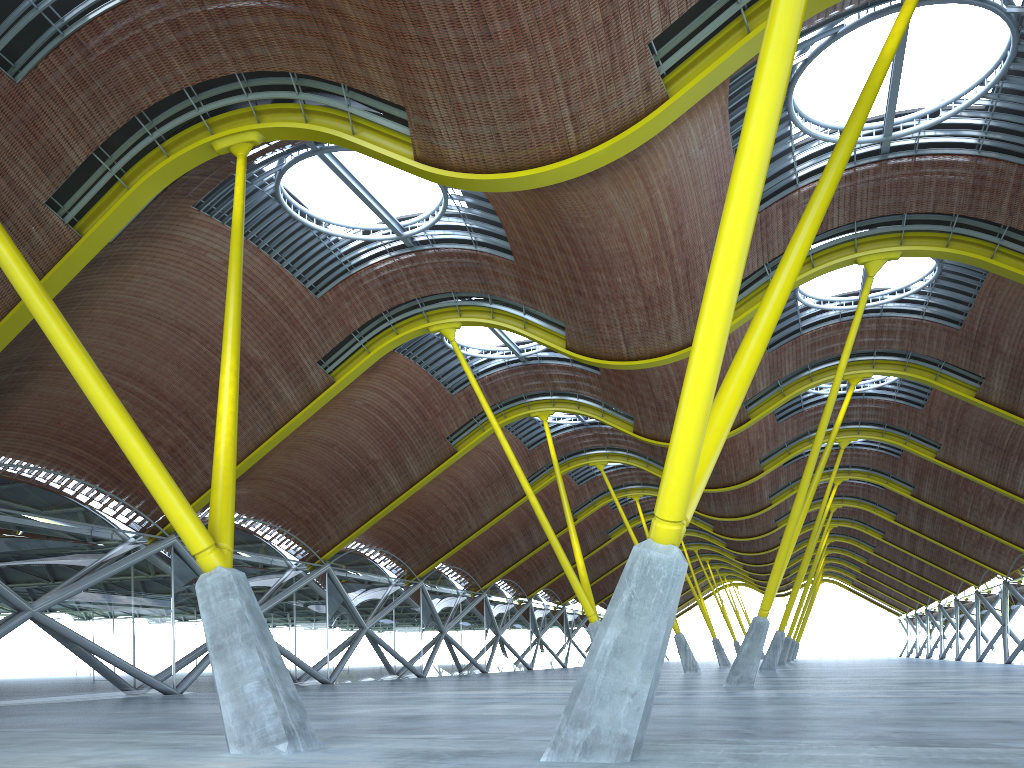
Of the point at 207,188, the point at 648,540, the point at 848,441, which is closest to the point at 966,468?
the point at 848,441
